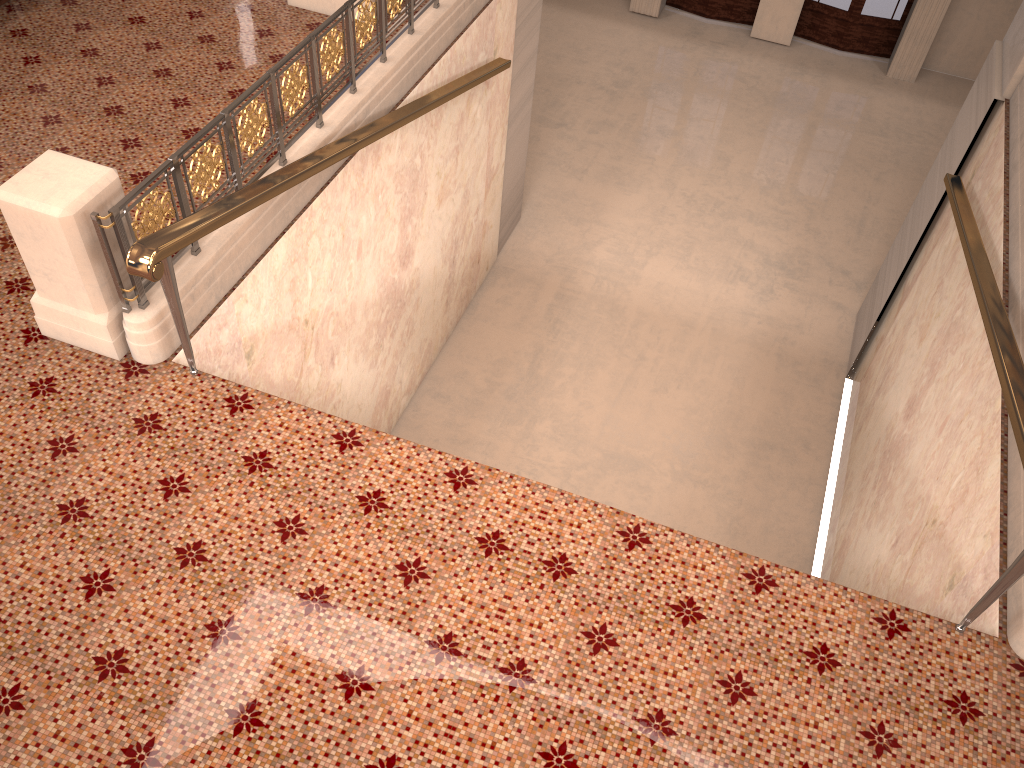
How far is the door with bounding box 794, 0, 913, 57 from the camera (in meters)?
13.40

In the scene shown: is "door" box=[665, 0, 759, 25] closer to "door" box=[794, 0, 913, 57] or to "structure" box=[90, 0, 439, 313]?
"door" box=[794, 0, 913, 57]

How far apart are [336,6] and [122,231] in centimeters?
371cm

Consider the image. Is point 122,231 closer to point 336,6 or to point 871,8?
point 336,6

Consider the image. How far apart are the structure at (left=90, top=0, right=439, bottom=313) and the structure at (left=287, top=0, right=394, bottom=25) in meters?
0.8

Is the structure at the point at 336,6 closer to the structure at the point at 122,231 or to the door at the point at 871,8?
the structure at the point at 122,231

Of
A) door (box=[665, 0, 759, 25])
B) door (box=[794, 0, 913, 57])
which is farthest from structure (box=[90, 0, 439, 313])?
door (box=[794, 0, 913, 57])

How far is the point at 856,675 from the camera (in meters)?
3.47

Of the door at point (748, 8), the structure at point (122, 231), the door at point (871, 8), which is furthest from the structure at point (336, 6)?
the door at point (871, 8)

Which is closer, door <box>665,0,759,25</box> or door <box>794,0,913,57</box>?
door <box>794,0,913,57</box>
